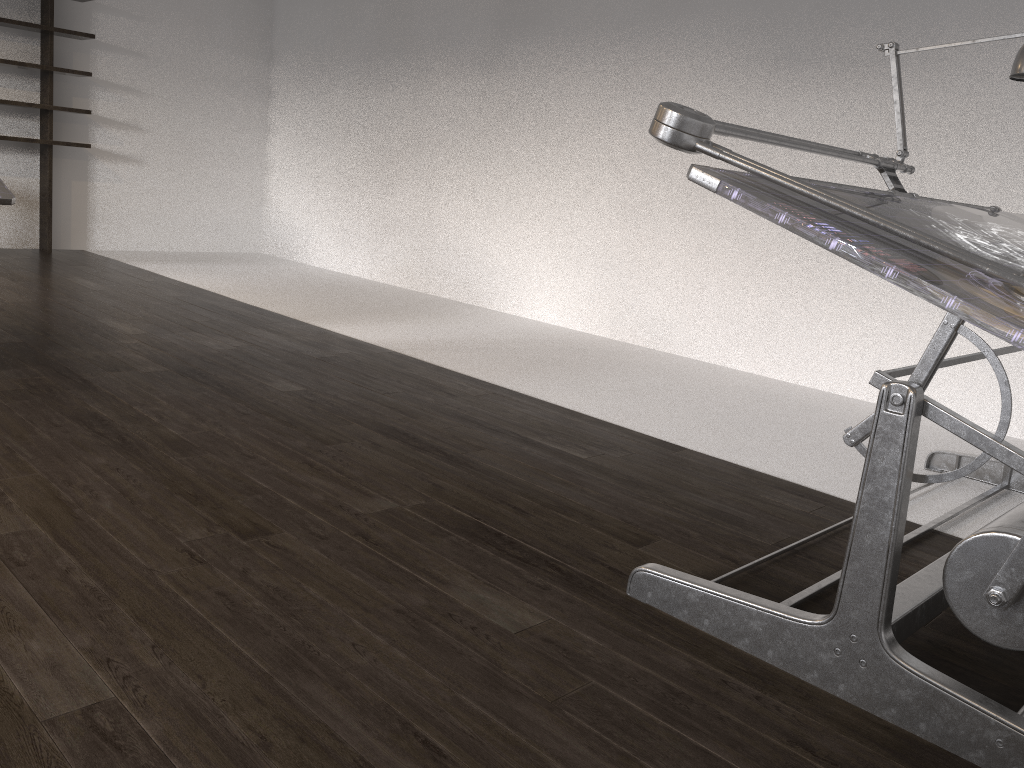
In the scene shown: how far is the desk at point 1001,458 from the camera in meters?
1.4 m

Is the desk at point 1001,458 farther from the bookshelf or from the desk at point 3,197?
the bookshelf

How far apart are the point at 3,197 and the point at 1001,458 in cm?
313

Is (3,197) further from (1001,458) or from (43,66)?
(43,66)

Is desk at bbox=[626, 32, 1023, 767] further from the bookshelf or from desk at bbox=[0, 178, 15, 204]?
the bookshelf

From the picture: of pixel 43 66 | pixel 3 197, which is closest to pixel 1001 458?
pixel 3 197

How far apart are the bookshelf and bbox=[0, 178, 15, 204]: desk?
3.7m

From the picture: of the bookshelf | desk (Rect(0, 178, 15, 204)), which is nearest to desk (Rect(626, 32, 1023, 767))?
desk (Rect(0, 178, 15, 204))

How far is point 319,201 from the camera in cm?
730

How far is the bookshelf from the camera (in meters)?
6.23
